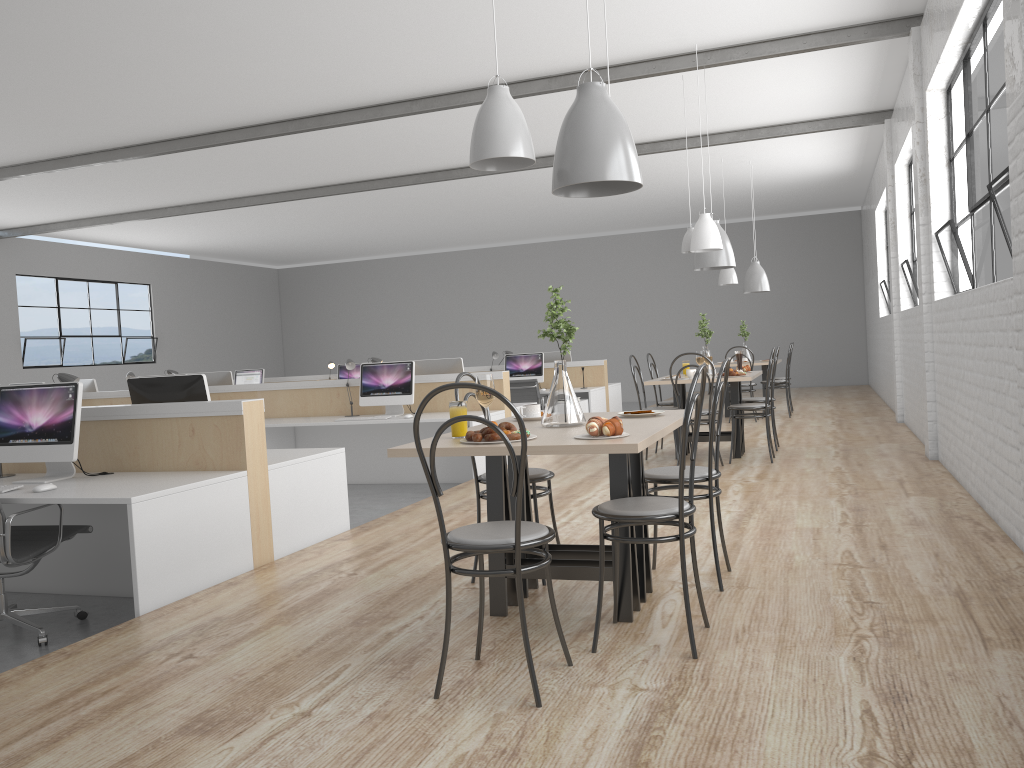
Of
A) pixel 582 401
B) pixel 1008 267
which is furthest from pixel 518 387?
pixel 1008 267

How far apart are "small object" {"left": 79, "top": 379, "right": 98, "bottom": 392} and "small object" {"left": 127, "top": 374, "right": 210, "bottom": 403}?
4.1 meters

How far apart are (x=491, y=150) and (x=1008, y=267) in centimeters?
229cm

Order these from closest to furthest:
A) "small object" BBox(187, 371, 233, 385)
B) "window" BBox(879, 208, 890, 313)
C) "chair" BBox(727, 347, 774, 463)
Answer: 1. "chair" BBox(727, 347, 774, 463)
2. "small object" BBox(187, 371, 233, 385)
3. "window" BBox(879, 208, 890, 313)

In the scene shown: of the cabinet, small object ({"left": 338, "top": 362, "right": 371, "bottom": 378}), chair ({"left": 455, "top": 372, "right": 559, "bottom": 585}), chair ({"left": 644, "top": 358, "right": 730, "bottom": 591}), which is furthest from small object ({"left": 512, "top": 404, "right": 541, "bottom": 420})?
small object ({"left": 338, "top": 362, "right": 371, "bottom": 378})

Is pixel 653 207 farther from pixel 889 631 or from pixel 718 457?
pixel 889 631

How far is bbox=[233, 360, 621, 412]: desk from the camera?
8.4 meters

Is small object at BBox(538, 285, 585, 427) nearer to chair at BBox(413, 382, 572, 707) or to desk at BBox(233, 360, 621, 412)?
chair at BBox(413, 382, 572, 707)

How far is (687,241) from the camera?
5.77m

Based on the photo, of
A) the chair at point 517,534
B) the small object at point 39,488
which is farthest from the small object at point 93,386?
the chair at point 517,534
